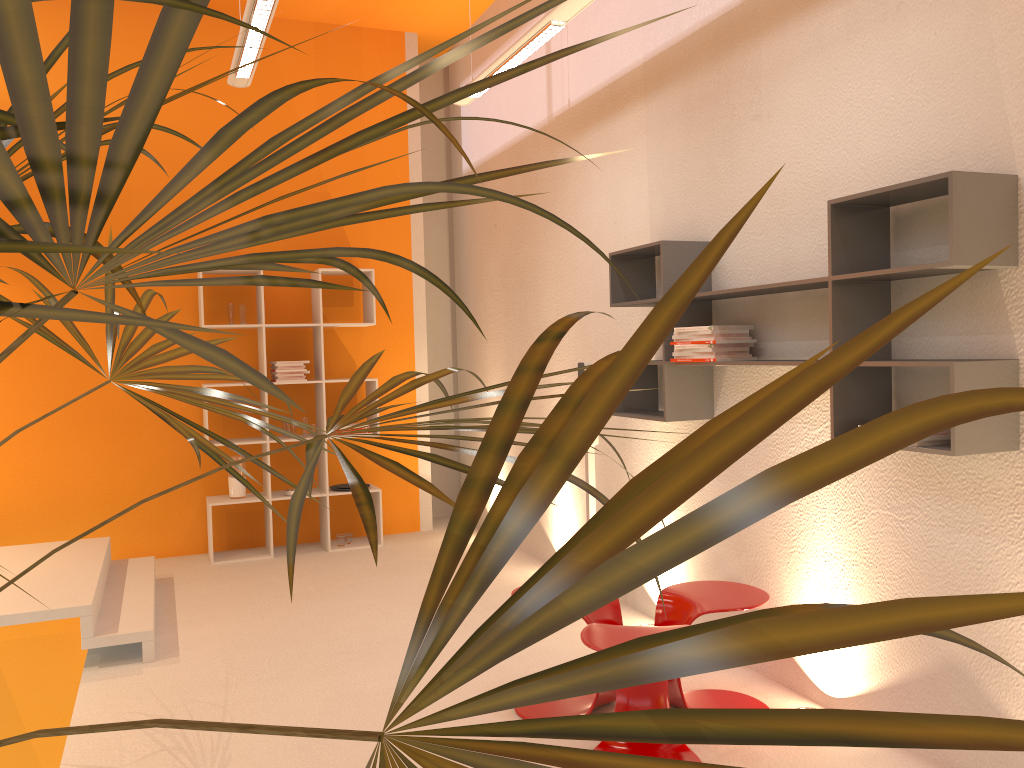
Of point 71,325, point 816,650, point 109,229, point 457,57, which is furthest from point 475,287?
point 816,650

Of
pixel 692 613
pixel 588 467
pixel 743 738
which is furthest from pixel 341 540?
pixel 743 738

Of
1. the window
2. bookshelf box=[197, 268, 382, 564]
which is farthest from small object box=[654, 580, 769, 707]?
the window

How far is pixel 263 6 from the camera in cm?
361

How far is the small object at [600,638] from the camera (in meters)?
2.86

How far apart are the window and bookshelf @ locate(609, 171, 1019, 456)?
3.1 meters

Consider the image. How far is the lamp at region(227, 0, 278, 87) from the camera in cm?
361

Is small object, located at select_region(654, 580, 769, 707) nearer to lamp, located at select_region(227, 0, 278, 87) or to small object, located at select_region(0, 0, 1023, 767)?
small object, located at select_region(0, 0, 1023, 767)

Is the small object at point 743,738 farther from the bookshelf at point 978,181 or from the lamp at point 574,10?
the lamp at point 574,10

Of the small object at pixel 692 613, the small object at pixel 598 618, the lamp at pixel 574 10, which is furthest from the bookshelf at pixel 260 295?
the small object at pixel 692 613
